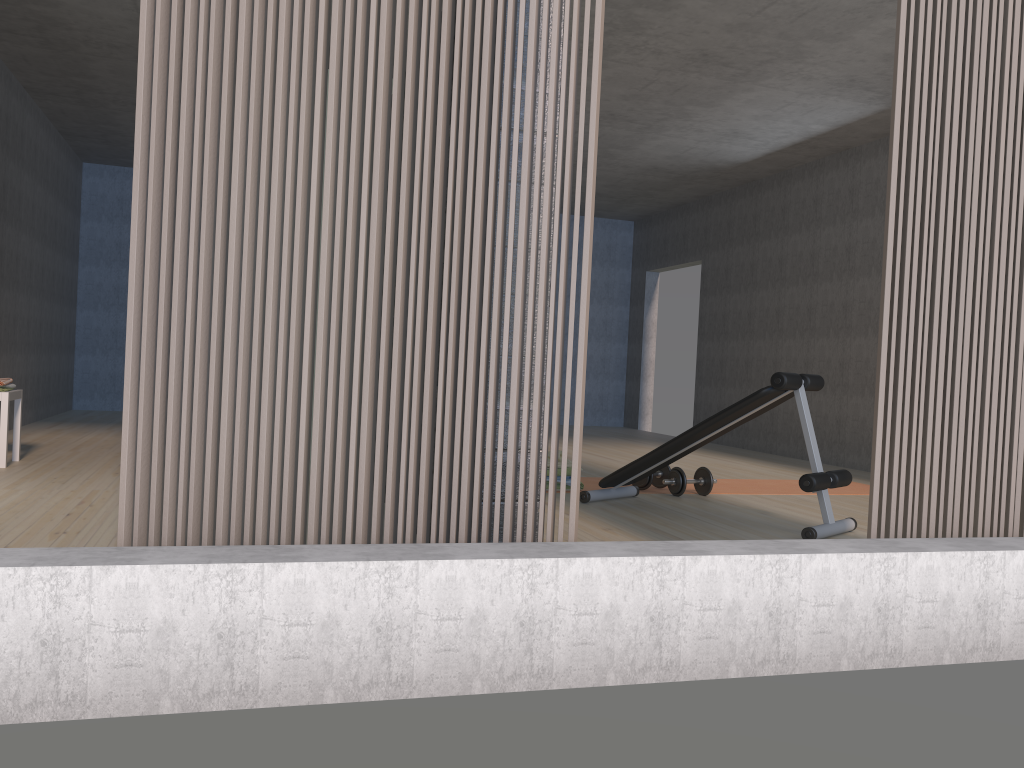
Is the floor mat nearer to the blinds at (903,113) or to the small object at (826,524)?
the small object at (826,524)

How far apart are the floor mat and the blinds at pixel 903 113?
2.73m

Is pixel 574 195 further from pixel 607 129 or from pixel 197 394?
pixel 197 394

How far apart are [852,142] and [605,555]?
6.5 meters

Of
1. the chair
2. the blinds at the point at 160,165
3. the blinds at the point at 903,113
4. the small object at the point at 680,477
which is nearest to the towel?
the chair

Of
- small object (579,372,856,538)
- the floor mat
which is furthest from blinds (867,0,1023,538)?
the floor mat

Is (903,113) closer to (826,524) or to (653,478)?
(826,524)

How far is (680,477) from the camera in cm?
518

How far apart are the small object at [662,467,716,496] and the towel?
3.89m

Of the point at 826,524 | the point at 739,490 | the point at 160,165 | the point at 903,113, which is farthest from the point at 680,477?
the point at 160,165
